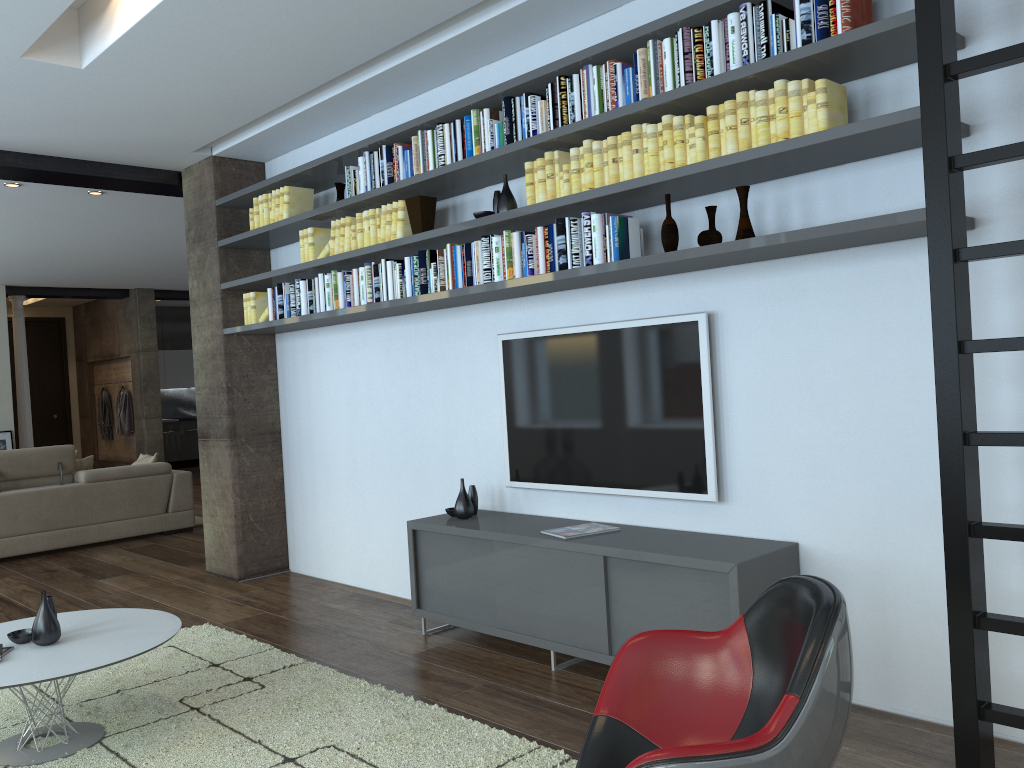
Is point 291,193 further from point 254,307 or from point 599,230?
point 599,230

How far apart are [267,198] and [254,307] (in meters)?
0.74

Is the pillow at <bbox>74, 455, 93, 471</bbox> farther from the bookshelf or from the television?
the television

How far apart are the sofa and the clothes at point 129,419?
5.9 meters

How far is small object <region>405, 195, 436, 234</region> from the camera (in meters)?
4.69

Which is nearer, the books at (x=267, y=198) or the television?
the television

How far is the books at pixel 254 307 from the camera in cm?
598

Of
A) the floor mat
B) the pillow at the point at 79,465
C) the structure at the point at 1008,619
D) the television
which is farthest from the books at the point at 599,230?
the pillow at the point at 79,465

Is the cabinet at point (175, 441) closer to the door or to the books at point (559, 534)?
the door

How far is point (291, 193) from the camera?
5.6 meters
